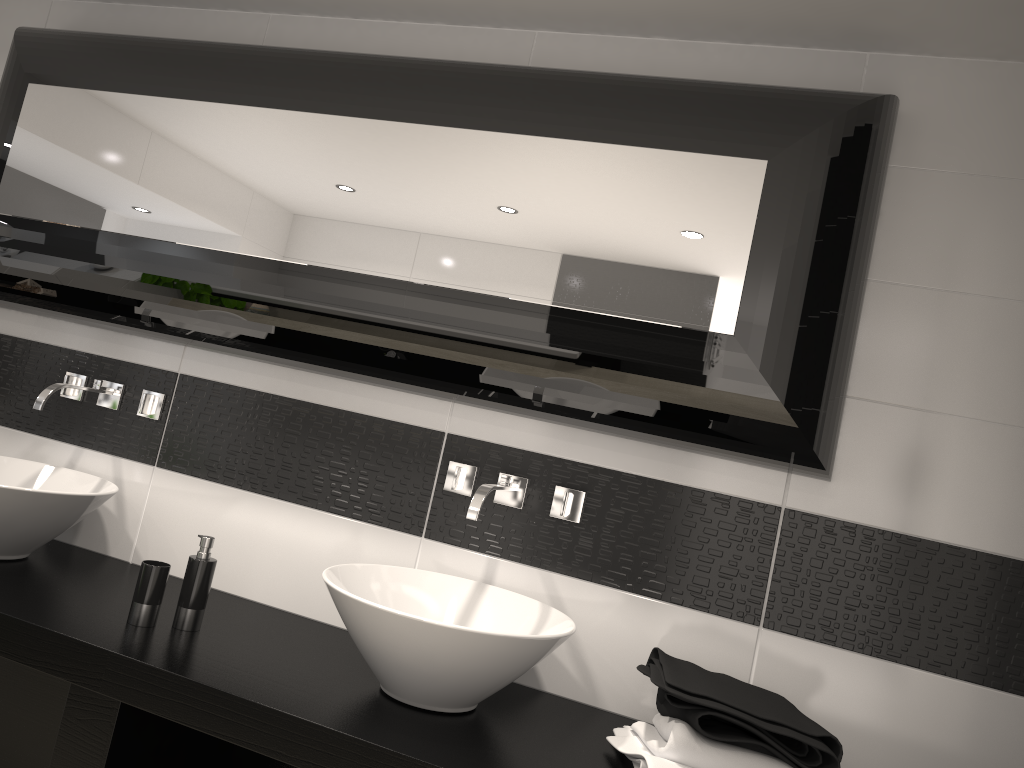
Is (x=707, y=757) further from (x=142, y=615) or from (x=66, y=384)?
(x=66, y=384)

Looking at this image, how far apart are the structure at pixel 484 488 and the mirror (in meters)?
0.16

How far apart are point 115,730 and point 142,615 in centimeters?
28cm

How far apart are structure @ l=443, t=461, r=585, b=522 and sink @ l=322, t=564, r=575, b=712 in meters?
0.2 m

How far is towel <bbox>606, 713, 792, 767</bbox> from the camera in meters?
1.6 m

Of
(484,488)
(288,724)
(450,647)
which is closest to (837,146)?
(484,488)

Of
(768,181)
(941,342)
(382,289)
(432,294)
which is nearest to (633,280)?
(768,181)

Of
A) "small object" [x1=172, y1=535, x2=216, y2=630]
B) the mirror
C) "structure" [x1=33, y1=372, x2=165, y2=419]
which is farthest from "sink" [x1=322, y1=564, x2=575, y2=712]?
"structure" [x1=33, y1=372, x2=165, y2=419]

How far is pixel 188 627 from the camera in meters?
2.0

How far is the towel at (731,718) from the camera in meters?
1.6
